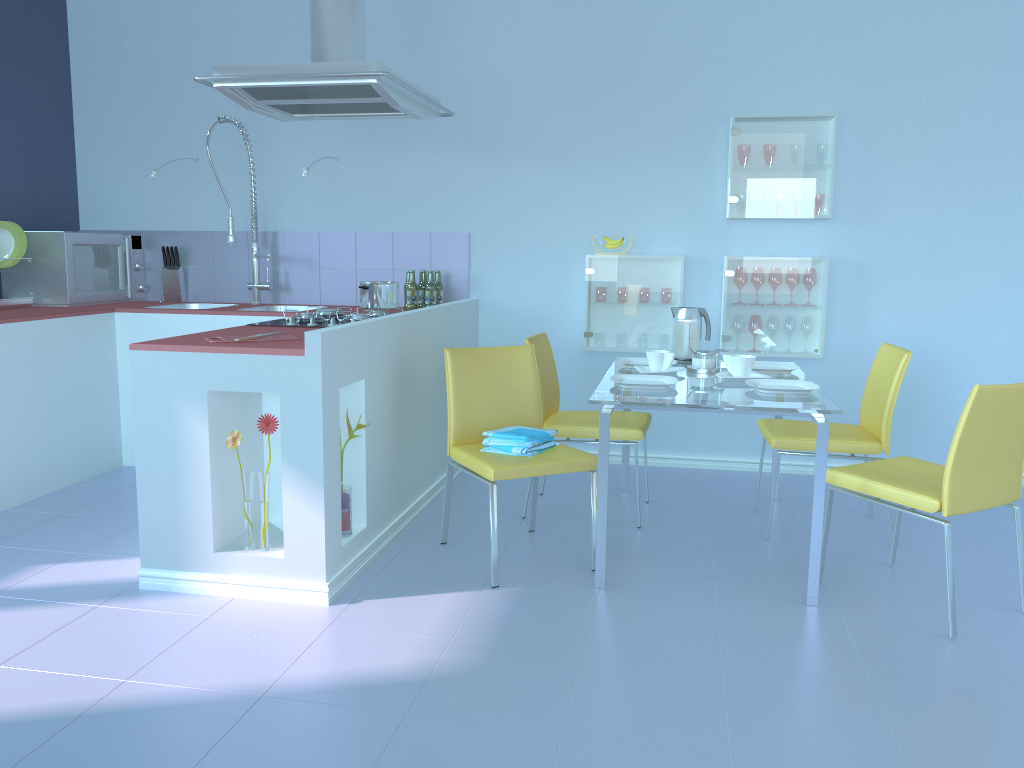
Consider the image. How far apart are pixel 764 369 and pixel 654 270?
0.9m

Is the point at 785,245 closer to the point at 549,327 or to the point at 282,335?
the point at 549,327

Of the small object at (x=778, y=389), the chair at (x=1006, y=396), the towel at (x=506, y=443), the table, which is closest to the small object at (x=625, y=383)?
the table

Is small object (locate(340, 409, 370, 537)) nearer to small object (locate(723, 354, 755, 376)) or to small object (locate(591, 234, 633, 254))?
small object (locate(723, 354, 755, 376))

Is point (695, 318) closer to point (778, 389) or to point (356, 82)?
point (778, 389)

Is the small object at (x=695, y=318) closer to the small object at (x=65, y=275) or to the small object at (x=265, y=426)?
the small object at (x=265, y=426)

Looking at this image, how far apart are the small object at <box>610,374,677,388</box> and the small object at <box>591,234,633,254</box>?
1.2m

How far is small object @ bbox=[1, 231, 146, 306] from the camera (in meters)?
4.12

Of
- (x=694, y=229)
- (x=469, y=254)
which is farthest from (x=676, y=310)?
(x=469, y=254)

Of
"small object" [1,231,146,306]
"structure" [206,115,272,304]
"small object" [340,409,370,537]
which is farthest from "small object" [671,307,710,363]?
"small object" [1,231,146,306]
